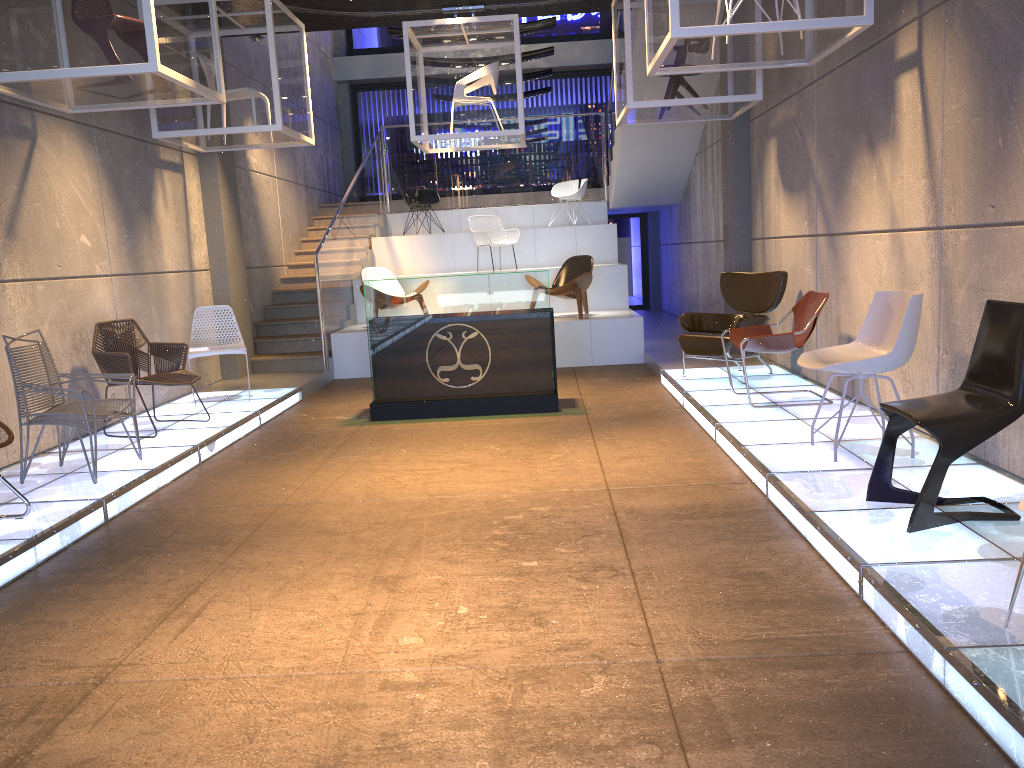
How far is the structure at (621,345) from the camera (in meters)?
10.44

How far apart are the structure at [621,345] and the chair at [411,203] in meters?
0.5 m

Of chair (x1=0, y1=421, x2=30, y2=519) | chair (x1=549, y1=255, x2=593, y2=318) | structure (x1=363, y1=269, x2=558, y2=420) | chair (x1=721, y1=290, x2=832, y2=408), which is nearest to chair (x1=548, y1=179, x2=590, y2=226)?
chair (x1=549, y1=255, x2=593, y2=318)

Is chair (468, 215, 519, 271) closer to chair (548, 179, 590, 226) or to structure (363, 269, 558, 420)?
chair (548, 179, 590, 226)

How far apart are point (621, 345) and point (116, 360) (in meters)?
5.69

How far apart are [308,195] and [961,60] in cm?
1115

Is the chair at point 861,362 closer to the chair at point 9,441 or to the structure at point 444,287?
the structure at point 444,287

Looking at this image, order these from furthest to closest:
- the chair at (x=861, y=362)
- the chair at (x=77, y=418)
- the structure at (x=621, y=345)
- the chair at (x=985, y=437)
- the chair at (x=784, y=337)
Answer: the structure at (x=621, y=345) → the chair at (x=784, y=337) → the chair at (x=77, y=418) → the chair at (x=861, y=362) → the chair at (x=985, y=437)

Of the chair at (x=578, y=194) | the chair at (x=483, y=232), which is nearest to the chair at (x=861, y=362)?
the chair at (x=483, y=232)

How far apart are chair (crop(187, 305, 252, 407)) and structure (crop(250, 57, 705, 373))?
1.9 meters
